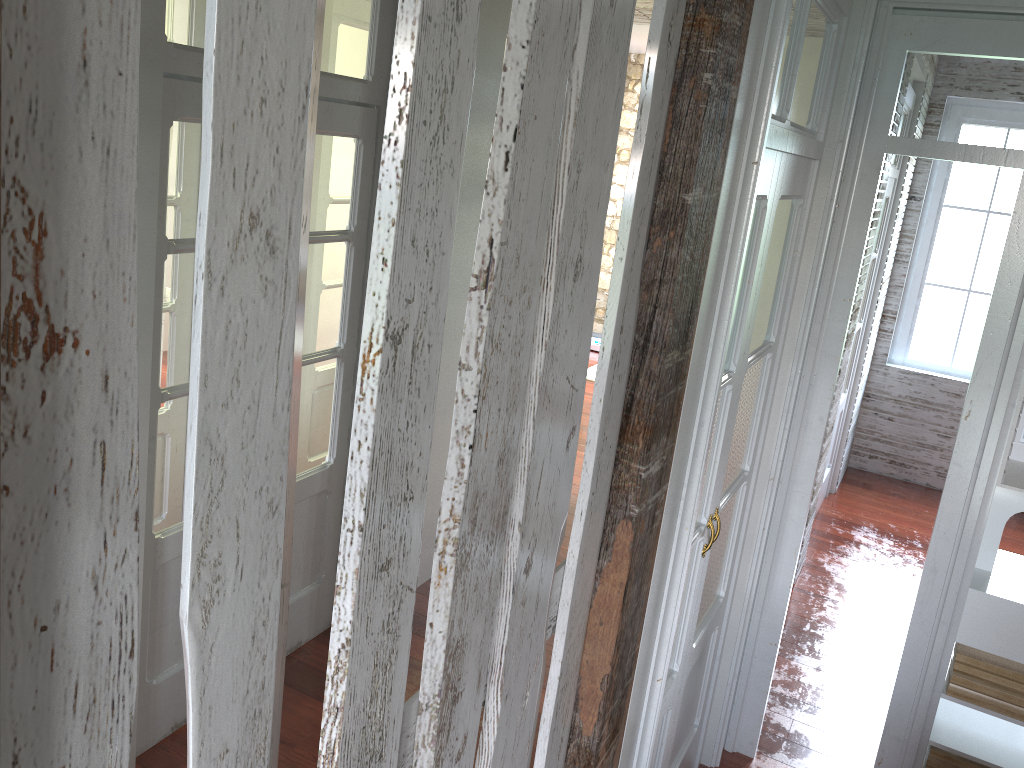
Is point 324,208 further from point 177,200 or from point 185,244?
point 185,244

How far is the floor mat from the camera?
8.0 meters

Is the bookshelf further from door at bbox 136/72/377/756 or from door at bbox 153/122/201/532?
door at bbox 153/122/201/532

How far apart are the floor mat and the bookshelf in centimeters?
81cm

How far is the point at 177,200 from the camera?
3.51m

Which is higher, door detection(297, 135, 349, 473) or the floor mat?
door detection(297, 135, 349, 473)

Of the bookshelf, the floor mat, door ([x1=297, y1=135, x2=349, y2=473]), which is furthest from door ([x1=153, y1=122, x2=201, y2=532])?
the floor mat

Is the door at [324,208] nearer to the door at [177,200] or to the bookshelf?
the door at [177,200]

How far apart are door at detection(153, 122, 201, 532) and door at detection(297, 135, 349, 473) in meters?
0.8

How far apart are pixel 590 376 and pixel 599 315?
Answer: 5.80m
